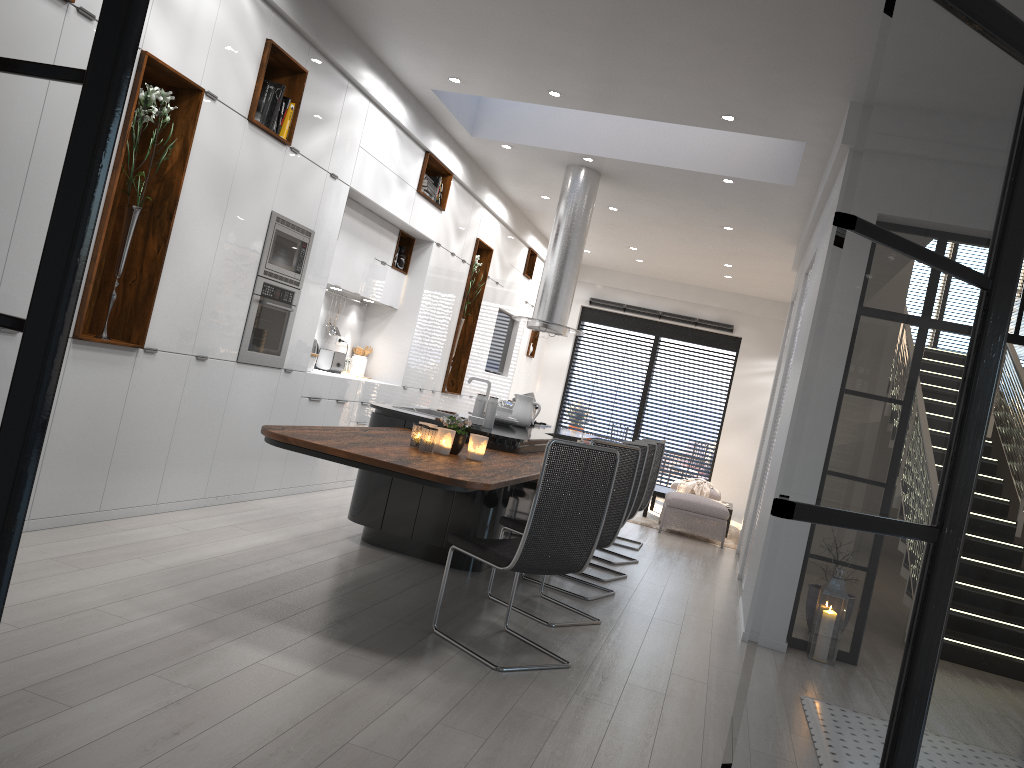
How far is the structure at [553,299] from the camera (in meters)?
8.25

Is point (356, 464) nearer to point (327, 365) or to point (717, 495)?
point (327, 365)

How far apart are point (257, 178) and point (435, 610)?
2.9 meters

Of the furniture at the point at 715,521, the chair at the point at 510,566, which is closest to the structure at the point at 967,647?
the furniture at the point at 715,521

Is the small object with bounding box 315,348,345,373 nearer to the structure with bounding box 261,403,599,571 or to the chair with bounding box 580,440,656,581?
the structure with bounding box 261,403,599,571

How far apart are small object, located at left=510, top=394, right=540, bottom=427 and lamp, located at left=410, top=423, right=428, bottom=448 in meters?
2.8 m

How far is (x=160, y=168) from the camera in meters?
4.8

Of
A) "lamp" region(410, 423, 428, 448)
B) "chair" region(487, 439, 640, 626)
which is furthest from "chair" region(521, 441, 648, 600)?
"lamp" region(410, 423, 428, 448)

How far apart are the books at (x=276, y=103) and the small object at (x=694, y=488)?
7.96m

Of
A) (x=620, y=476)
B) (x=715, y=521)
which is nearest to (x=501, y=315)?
(x=715, y=521)
